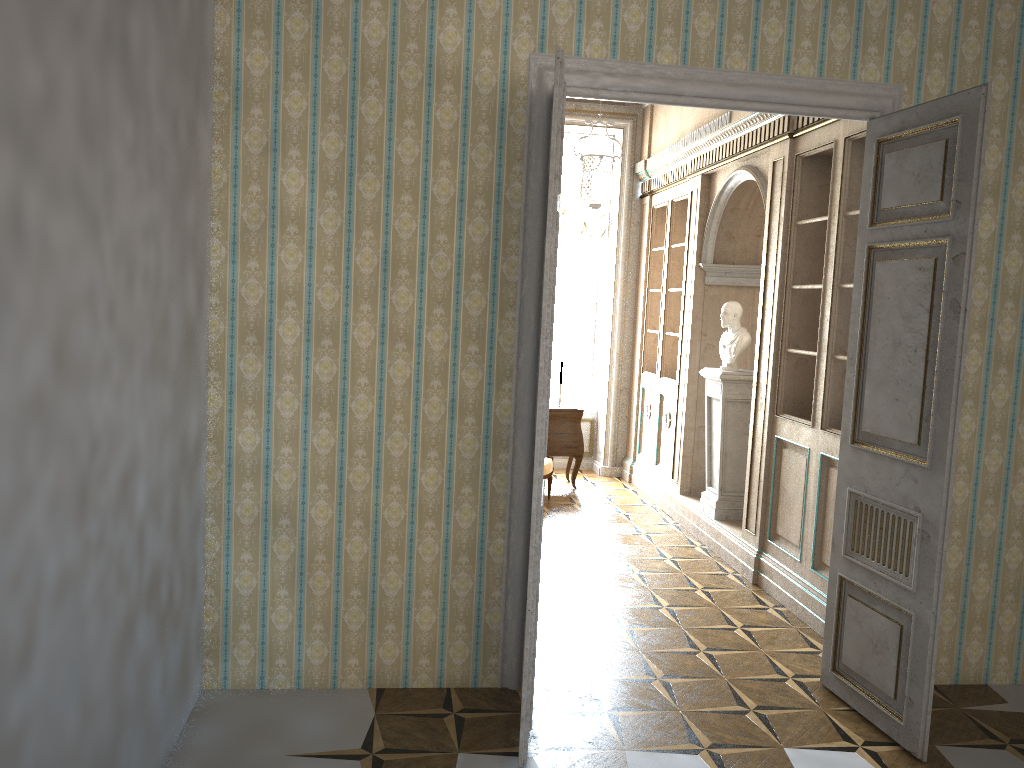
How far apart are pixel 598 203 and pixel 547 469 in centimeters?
242cm

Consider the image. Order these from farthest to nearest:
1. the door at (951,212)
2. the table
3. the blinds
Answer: the blinds
the table
the door at (951,212)

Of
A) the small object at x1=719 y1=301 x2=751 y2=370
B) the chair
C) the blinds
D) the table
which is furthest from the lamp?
the chair

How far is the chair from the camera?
7.7m

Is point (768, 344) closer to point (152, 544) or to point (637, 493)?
point (637, 493)

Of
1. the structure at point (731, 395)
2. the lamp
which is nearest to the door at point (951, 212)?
the lamp

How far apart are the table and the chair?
0.4 meters

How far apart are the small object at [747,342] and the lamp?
1.23m

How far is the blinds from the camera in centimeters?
922cm

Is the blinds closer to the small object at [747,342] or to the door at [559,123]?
the small object at [747,342]
